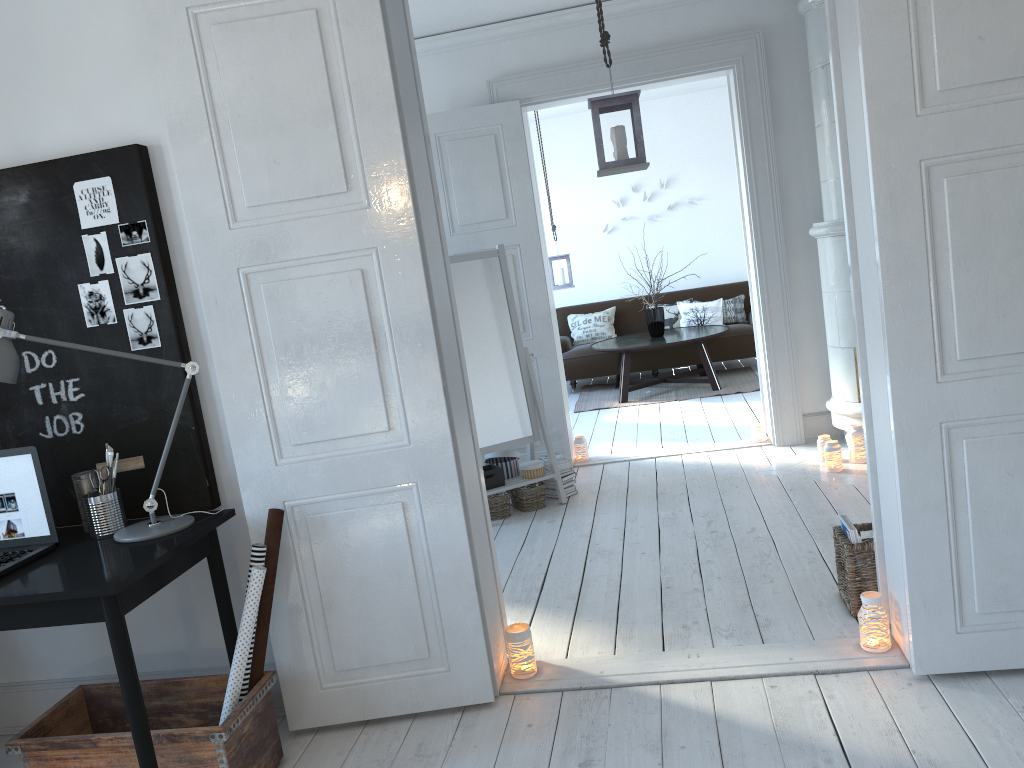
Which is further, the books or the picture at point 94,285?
the books

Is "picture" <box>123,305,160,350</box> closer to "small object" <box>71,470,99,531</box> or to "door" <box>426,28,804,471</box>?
"small object" <box>71,470,99,531</box>

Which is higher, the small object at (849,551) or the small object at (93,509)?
the small object at (93,509)

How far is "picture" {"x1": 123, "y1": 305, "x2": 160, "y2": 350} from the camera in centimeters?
280cm

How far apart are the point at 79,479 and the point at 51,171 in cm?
97

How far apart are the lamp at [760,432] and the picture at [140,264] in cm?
400

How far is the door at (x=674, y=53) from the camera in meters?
5.3 m

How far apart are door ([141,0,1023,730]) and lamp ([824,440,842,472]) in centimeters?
197cm

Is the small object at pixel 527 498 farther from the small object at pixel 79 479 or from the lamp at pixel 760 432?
the small object at pixel 79 479

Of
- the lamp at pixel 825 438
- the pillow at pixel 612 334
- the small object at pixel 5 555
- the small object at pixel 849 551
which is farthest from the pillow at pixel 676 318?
the small object at pixel 5 555
